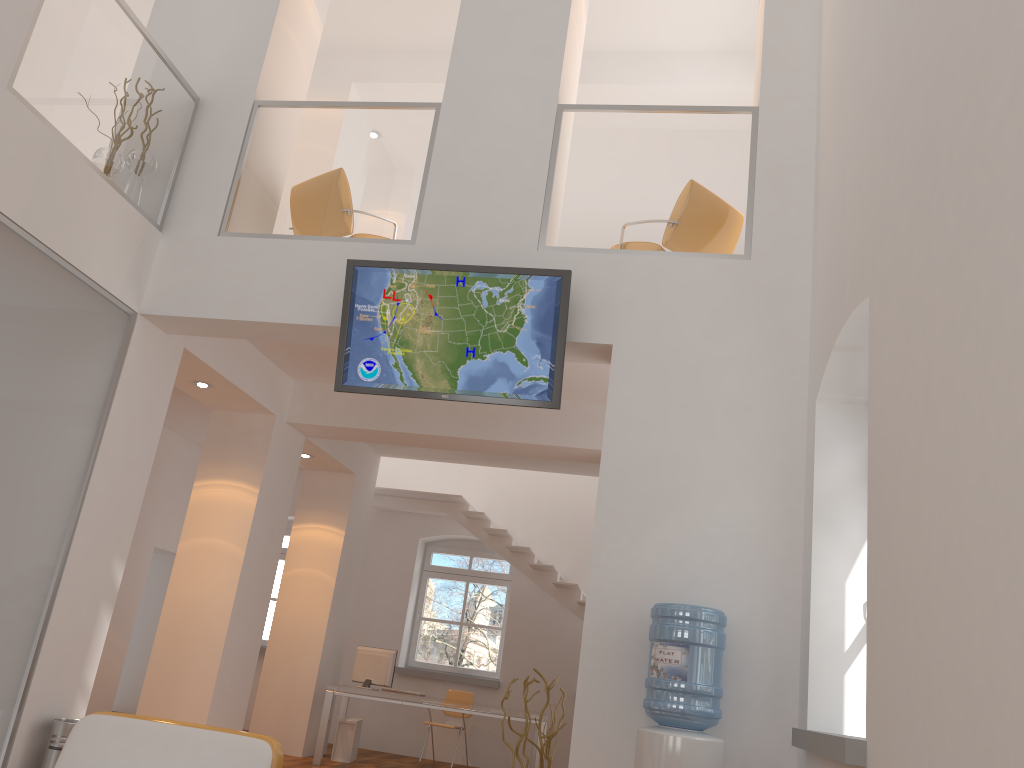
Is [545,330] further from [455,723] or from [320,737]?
[455,723]

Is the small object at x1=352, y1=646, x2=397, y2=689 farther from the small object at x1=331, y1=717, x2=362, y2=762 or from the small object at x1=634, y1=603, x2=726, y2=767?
the small object at x1=634, y1=603, x2=726, y2=767

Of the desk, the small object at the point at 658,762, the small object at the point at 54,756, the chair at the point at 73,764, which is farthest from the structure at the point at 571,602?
the chair at the point at 73,764

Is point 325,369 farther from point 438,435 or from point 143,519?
point 143,519

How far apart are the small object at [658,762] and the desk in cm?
490

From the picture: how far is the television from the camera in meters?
5.2 m

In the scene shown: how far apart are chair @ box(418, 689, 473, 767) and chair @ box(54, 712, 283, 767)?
6.6 meters

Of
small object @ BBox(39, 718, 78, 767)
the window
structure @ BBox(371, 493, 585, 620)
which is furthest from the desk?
small object @ BBox(39, 718, 78, 767)

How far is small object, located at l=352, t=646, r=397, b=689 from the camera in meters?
9.3 m

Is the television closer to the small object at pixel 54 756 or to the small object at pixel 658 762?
the small object at pixel 658 762
